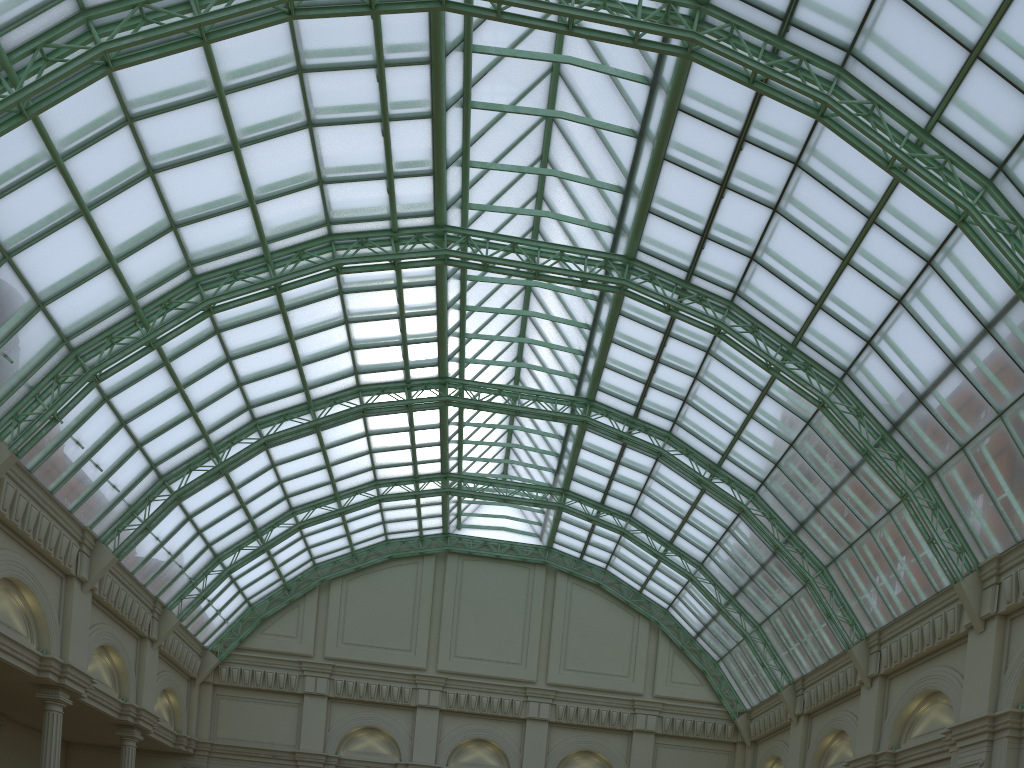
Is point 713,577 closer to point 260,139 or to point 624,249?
point 624,249
